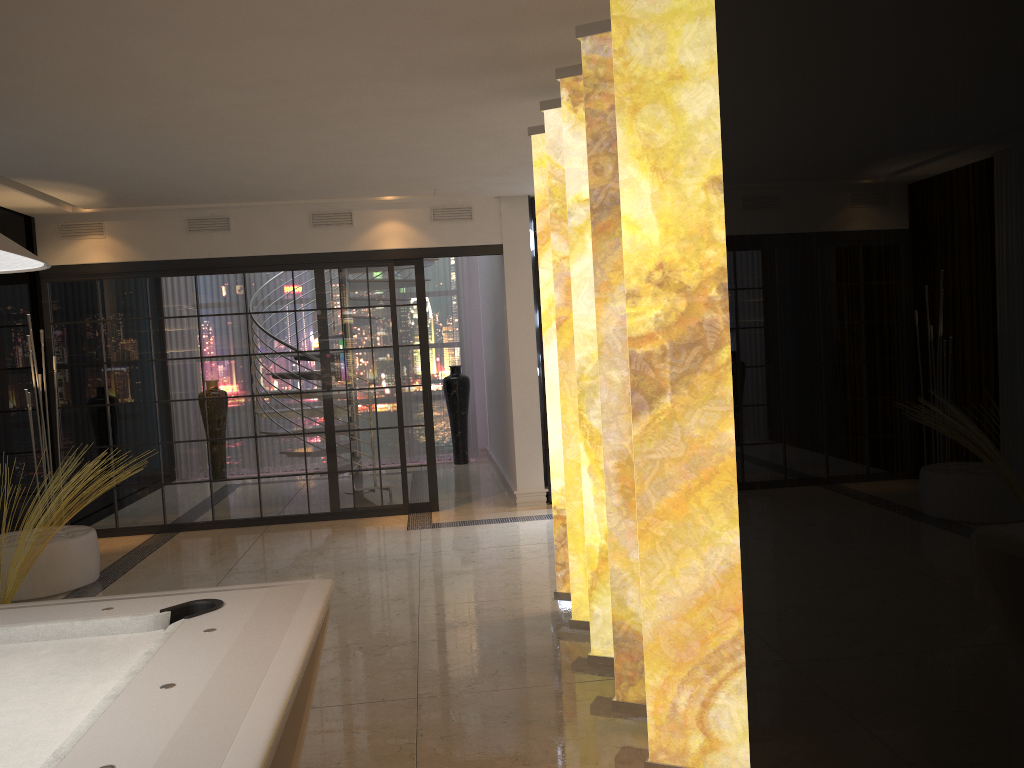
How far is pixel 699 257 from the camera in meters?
2.5

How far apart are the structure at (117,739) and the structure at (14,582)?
2.67m

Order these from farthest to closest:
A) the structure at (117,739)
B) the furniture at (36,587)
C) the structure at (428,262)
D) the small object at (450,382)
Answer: the small object at (450,382) → the structure at (428,262) → the furniture at (36,587) → the structure at (117,739)

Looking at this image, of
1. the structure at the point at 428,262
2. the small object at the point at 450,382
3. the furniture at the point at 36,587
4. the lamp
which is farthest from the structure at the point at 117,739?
the small object at the point at 450,382

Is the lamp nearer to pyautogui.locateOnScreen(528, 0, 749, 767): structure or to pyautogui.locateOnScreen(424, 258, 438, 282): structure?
pyautogui.locateOnScreen(528, 0, 749, 767): structure

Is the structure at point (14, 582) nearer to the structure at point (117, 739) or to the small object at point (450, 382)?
the structure at point (117, 739)

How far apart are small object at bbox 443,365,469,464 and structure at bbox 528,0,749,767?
5.9m

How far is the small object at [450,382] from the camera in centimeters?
1033cm

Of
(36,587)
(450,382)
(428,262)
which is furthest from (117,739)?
(450,382)

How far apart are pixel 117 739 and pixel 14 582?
3.94m
